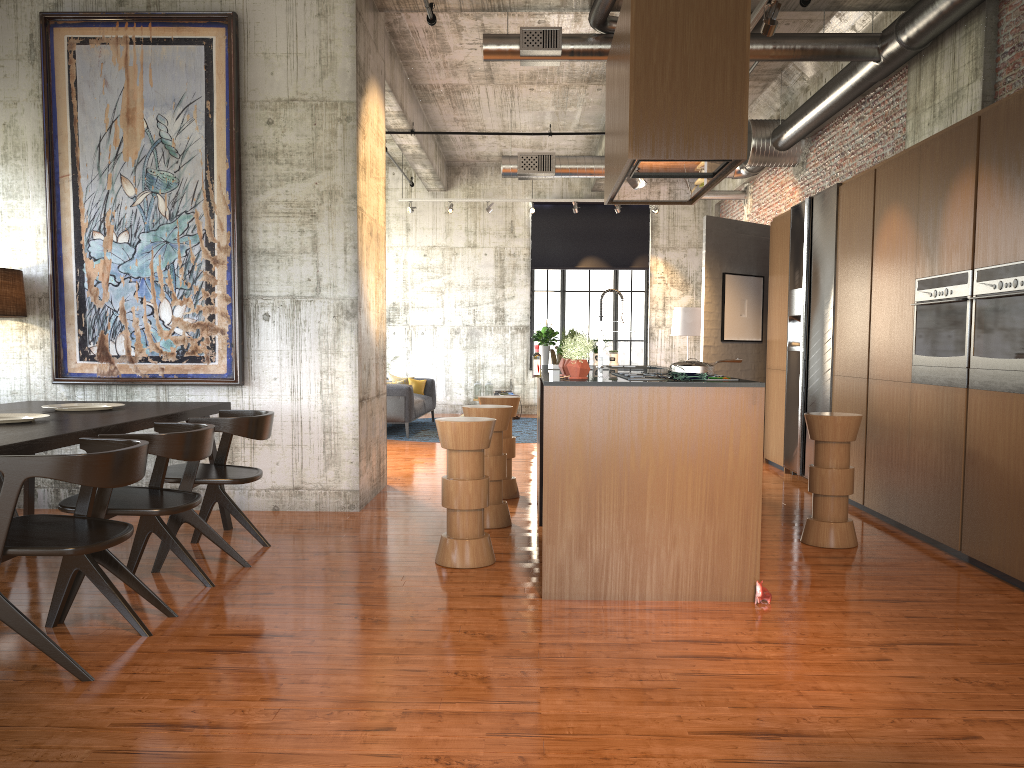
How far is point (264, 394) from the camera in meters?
7.7 m

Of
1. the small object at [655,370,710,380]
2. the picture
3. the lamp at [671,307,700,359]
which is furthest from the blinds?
the small object at [655,370,710,380]

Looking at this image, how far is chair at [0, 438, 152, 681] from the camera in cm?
372

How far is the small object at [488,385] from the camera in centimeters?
1829cm

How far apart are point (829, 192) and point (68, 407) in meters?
7.1

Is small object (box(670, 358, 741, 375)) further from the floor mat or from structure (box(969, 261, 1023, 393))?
the floor mat

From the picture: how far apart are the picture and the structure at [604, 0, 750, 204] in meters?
3.2 m

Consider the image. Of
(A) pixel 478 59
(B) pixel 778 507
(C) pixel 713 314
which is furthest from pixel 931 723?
(A) pixel 478 59

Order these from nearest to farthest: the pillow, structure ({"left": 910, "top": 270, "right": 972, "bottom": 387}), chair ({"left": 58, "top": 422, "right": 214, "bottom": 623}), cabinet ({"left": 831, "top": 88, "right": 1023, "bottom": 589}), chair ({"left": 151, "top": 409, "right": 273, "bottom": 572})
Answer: chair ({"left": 58, "top": 422, "right": 214, "bottom": 623}), cabinet ({"left": 831, "top": 88, "right": 1023, "bottom": 589}), chair ({"left": 151, "top": 409, "right": 273, "bottom": 572}), structure ({"left": 910, "top": 270, "right": 972, "bottom": 387}), the pillow

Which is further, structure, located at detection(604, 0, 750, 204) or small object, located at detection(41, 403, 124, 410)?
small object, located at detection(41, 403, 124, 410)
